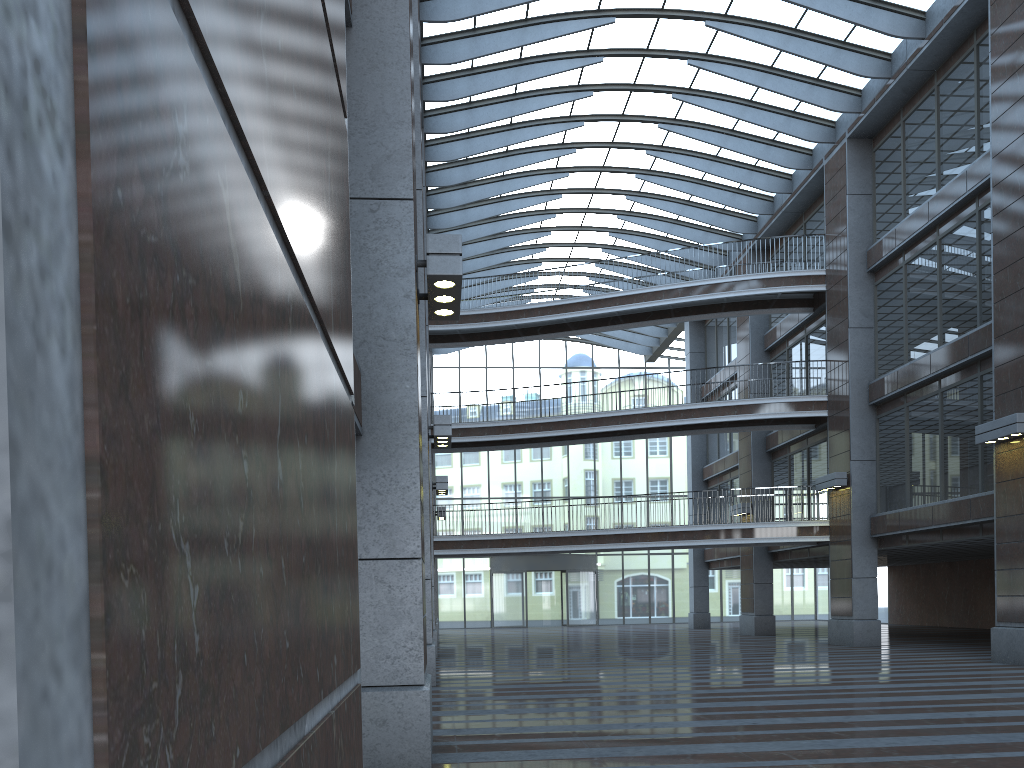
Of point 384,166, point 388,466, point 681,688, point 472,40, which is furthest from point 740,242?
point 388,466
